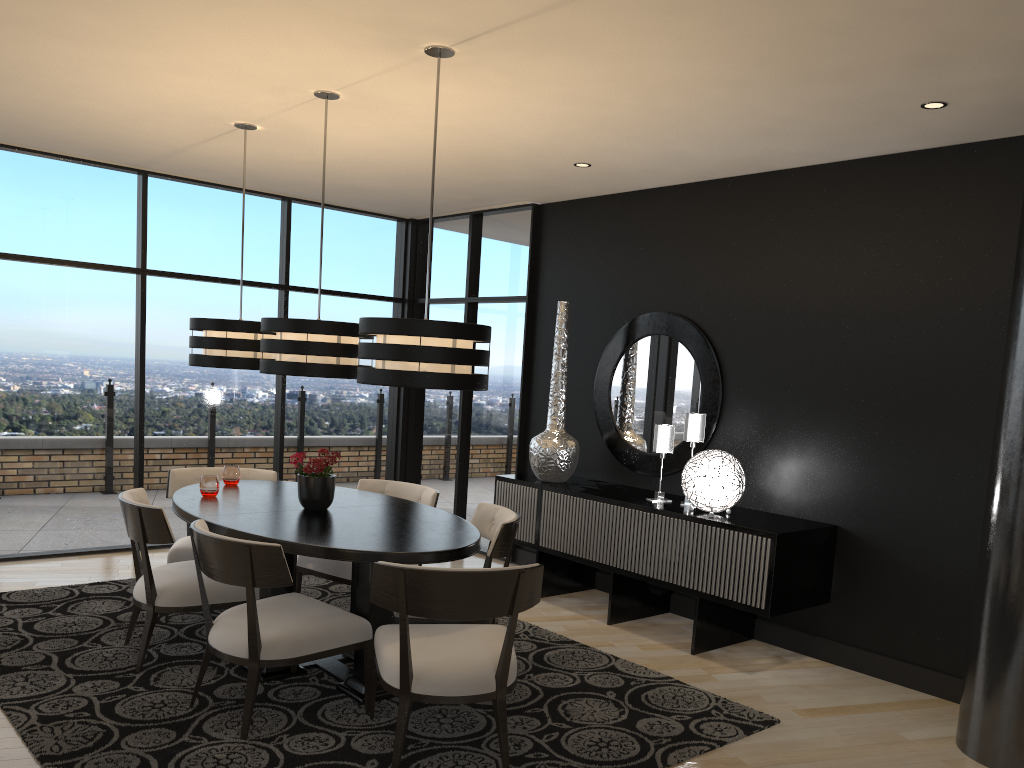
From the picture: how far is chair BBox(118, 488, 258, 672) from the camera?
3.9m

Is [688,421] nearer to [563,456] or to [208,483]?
→ [563,456]

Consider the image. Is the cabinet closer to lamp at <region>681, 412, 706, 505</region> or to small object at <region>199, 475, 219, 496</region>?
lamp at <region>681, 412, 706, 505</region>

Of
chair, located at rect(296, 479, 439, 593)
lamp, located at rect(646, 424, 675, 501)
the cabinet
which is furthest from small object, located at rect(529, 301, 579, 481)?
chair, located at rect(296, 479, 439, 593)

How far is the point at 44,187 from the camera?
6.0 meters

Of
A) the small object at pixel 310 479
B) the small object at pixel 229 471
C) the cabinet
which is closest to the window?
the cabinet

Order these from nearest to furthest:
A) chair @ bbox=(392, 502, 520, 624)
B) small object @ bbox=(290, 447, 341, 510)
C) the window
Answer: chair @ bbox=(392, 502, 520, 624) < small object @ bbox=(290, 447, 341, 510) < the window

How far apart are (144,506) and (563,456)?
2.74m

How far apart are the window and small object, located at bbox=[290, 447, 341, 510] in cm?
266

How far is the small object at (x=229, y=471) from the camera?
4.86m
